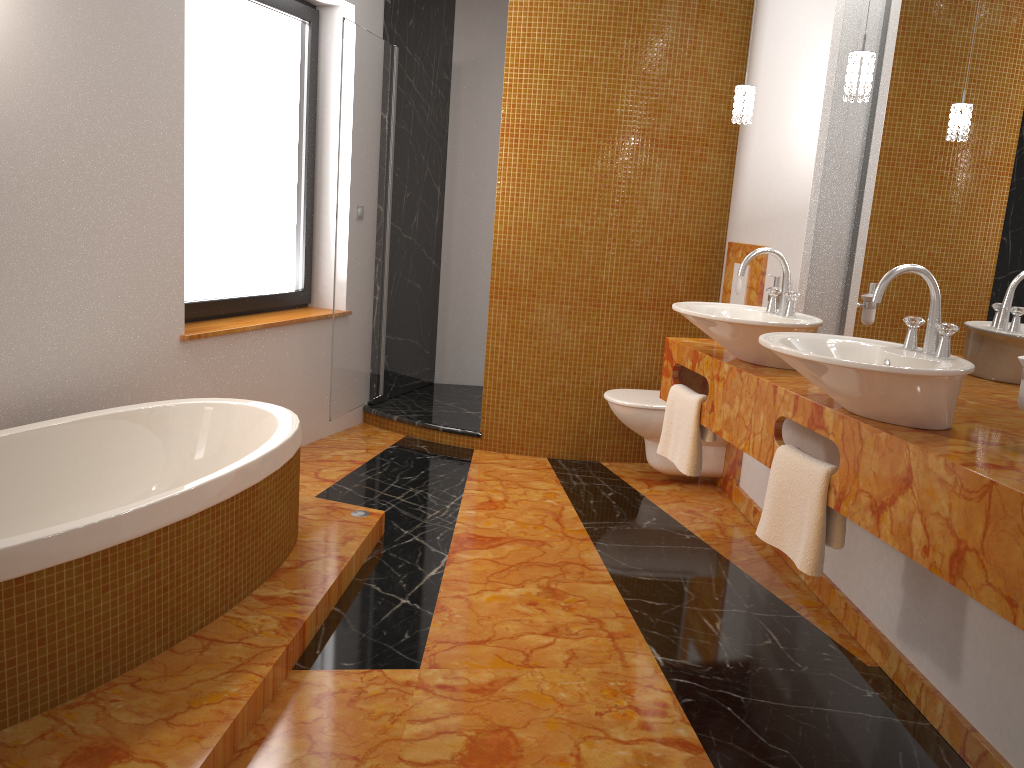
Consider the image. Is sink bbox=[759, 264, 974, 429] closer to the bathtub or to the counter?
the counter

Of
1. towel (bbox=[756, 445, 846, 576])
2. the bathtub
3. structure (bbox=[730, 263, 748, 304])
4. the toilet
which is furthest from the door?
towel (bbox=[756, 445, 846, 576])

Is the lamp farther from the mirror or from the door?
the door

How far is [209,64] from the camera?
3.7 meters

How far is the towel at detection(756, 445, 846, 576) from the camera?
2.2m

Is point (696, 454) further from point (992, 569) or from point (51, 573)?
point (51, 573)

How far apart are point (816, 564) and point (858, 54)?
1.4m

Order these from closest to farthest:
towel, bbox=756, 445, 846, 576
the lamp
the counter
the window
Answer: the counter
towel, bbox=756, 445, 846, 576
the lamp
the window

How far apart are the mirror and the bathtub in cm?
196

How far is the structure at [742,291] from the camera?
4.00m
